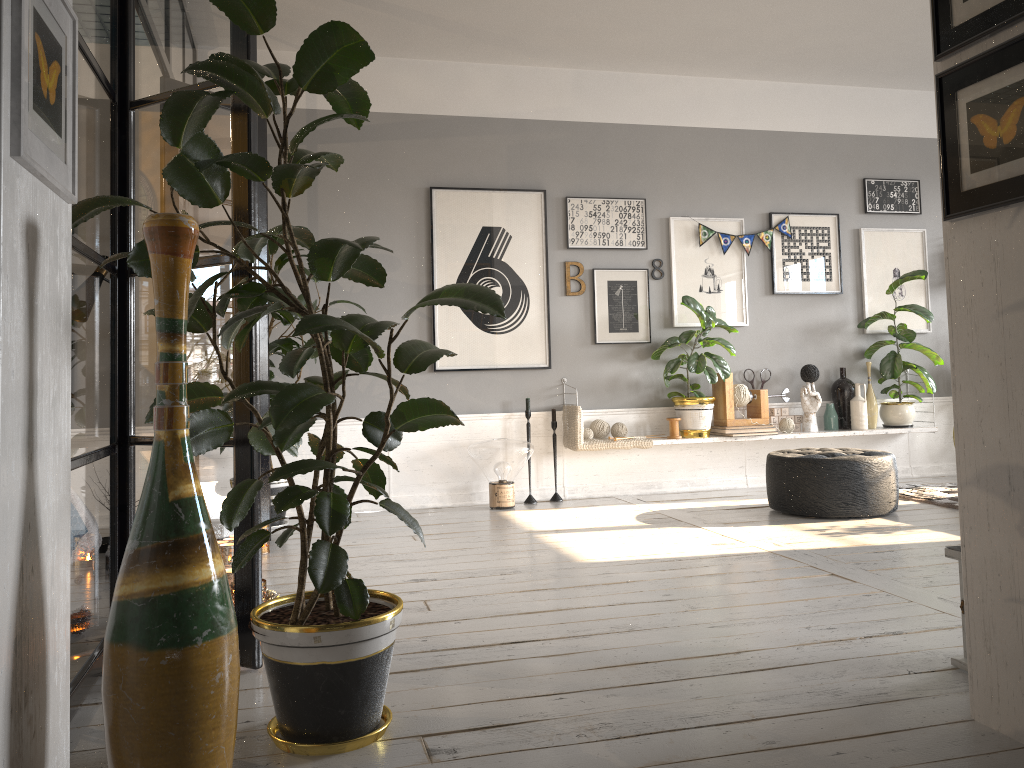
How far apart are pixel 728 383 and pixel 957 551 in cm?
370

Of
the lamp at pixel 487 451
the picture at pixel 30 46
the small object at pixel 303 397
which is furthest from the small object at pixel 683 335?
the picture at pixel 30 46

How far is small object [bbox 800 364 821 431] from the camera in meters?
6.3 m

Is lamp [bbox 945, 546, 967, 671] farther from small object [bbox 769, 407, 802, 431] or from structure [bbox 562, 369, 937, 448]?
small object [bbox 769, 407, 802, 431]

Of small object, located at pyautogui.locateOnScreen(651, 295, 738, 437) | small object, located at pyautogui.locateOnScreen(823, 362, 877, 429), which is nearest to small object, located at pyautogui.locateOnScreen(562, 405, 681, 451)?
small object, located at pyautogui.locateOnScreen(651, 295, 738, 437)

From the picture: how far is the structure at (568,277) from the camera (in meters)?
6.10

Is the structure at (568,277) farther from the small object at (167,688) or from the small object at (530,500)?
the small object at (167,688)

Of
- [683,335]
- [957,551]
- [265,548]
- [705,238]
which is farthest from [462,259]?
[957,551]

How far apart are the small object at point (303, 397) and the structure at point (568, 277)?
1.75m

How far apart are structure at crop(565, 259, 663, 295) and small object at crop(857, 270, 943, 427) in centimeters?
212cm
